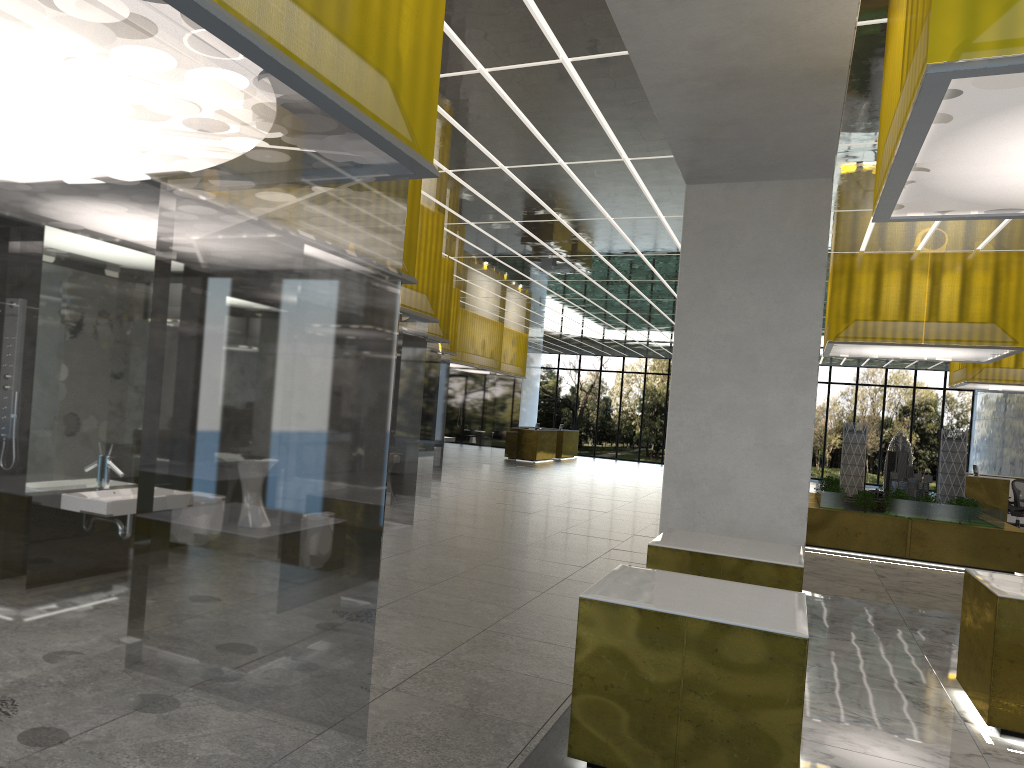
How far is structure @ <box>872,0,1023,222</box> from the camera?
4.6m

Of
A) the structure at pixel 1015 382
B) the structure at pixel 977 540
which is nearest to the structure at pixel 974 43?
the structure at pixel 977 540

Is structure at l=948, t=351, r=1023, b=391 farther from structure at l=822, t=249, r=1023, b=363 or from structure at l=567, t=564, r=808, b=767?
structure at l=567, t=564, r=808, b=767

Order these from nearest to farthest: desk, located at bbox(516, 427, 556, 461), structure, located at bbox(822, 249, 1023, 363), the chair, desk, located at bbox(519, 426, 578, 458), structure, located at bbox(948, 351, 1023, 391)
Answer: structure, located at bbox(822, 249, 1023, 363) → structure, located at bbox(948, 351, 1023, 391) → the chair → desk, located at bbox(516, 427, 556, 461) → desk, located at bbox(519, 426, 578, 458)

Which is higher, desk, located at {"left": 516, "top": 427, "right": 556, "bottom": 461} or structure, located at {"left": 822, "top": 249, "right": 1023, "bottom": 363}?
structure, located at {"left": 822, "top": 249, "right": 1023, "bottom": 363}

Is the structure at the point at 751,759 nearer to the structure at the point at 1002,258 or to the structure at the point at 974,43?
the structure at the point at 974,43

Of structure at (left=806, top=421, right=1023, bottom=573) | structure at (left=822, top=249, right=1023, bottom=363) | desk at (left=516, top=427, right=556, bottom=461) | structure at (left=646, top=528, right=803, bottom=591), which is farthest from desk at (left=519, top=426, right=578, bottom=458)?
structure at (left=646, top=528, right=803, bottom=591)

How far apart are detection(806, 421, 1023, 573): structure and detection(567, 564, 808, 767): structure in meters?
12.9 m

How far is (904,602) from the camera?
13.63m

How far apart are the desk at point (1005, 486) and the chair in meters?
1.3
